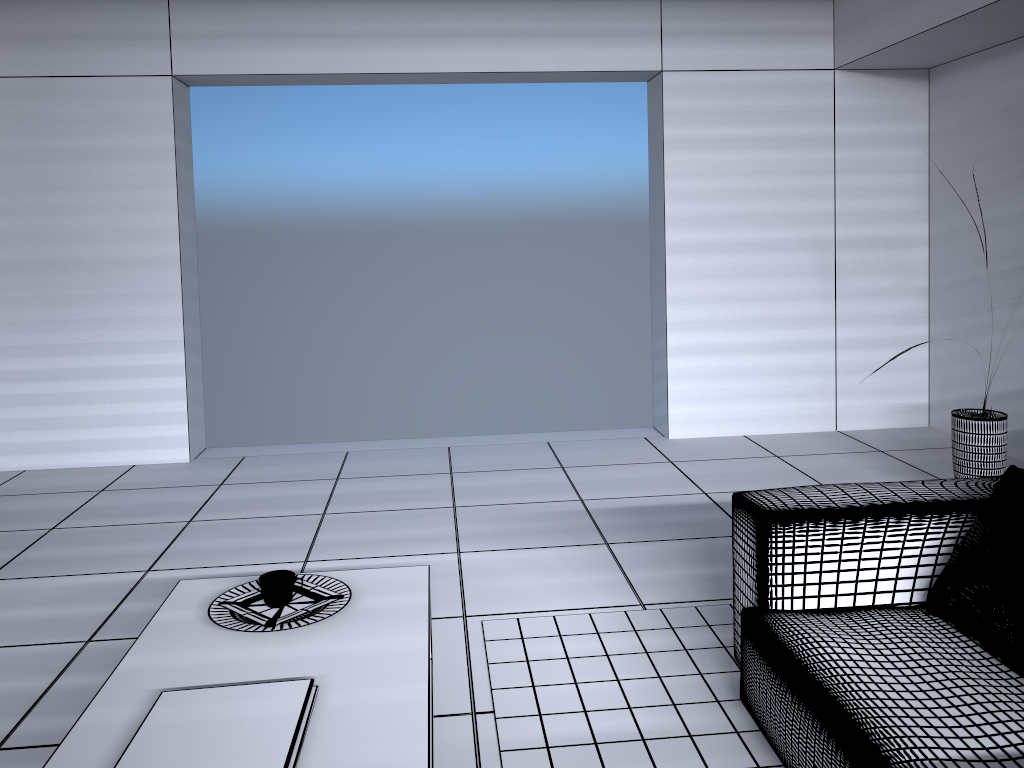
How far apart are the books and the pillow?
1.5m

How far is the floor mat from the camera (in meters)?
2.24

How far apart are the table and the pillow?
1.26m

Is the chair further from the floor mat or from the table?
the table

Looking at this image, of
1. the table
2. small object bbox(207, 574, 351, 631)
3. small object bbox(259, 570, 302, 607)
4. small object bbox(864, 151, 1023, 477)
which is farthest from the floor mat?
small object bbox(864, 151, 1023, 477)

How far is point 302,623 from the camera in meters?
2.0

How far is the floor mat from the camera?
2.24m

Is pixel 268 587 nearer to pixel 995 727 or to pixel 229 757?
pixel 229 757

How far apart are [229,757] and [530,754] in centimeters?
94cm

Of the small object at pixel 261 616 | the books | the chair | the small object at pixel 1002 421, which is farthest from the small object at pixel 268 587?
the small object at pixel 1002 421
